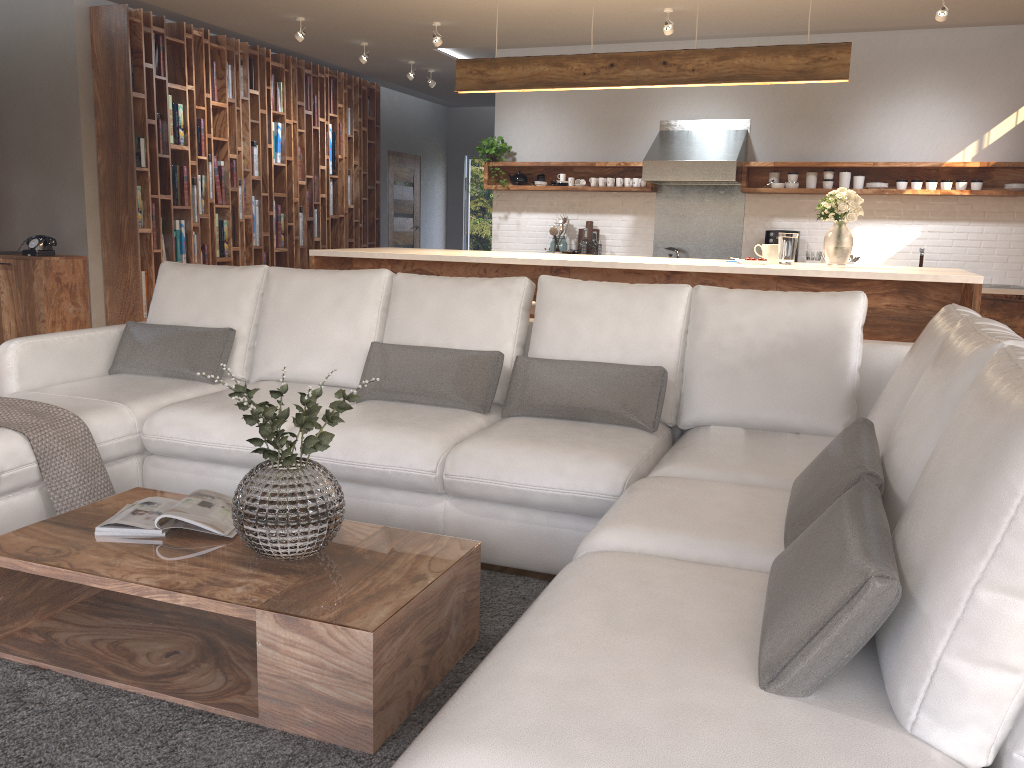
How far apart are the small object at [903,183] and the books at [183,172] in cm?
587

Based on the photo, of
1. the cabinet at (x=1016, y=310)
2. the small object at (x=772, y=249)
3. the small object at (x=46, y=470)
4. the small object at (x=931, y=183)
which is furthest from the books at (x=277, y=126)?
the cabinet at (x=1016, y=310)

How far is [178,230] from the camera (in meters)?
7.37

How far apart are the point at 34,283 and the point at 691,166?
5.20m

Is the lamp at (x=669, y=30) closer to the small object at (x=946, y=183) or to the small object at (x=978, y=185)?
the small object at (x=946, y=183)

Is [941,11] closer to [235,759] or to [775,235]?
[775,235]

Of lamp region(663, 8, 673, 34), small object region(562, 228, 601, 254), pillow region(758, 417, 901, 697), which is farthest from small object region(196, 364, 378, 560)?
small object region(562, 228, 601, 254)

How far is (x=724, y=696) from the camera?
1.37m

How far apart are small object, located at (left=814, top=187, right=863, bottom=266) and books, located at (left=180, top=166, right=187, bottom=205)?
5.1m

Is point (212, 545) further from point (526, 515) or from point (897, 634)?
point (897, 634)
